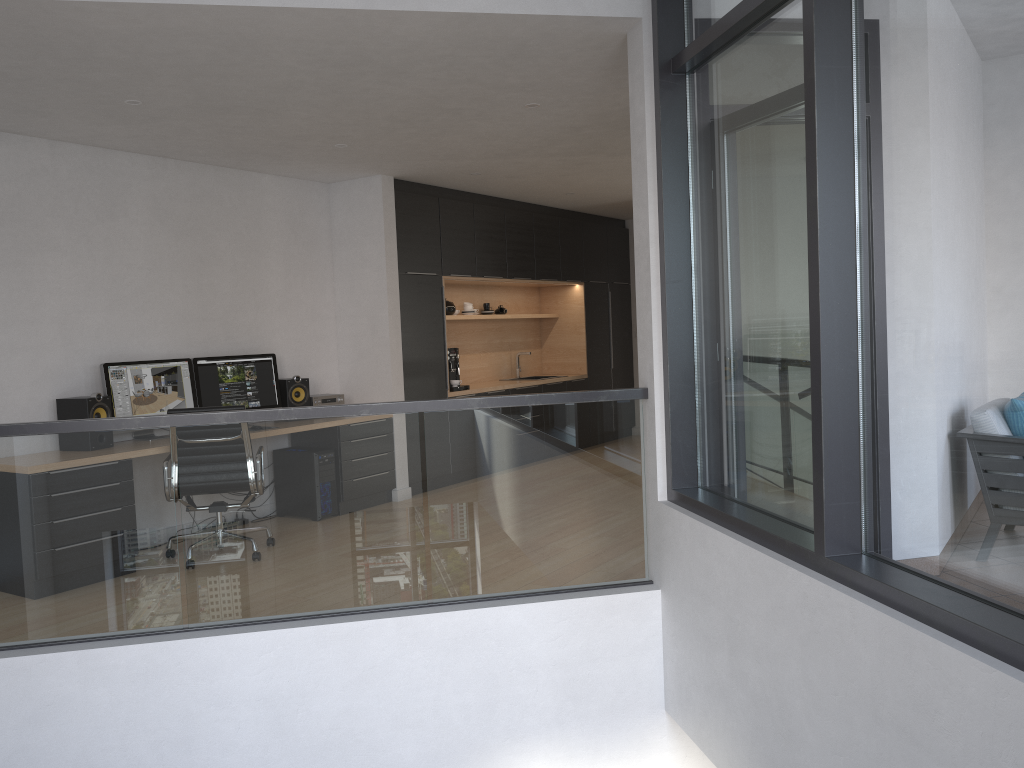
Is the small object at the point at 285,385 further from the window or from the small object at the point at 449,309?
the window

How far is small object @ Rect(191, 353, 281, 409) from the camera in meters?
6.4 m

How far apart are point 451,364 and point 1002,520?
6.3 meters

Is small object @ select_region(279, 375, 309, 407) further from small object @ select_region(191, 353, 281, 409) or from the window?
the window

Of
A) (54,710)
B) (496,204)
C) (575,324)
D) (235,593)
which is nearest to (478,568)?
(235,593)

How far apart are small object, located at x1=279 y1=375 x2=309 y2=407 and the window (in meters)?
3.84

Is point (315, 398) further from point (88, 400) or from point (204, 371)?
point (88, 400)

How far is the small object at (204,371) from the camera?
6.4m

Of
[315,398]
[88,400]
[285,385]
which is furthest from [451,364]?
[88,400]

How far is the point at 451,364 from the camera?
8.2 meters
